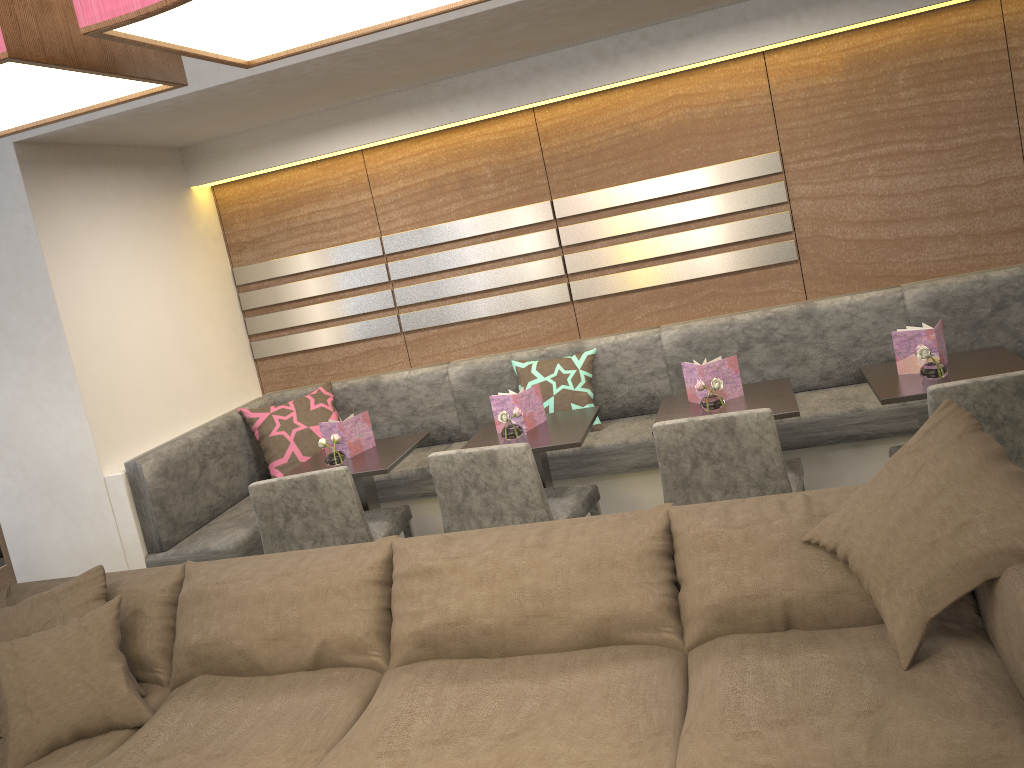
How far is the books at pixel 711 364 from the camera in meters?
3.3

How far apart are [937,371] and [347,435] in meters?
2.3

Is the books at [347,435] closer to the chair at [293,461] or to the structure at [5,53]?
the chair at [293,461]

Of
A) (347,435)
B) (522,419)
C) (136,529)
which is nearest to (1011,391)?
(522,419)

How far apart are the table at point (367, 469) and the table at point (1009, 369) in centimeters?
180cm

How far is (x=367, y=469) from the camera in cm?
348

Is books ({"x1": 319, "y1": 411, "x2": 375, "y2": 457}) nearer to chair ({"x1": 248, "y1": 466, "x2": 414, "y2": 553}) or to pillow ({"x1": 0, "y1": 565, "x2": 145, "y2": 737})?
chair ({"x1": 248, "y1": 466, "x2": 414, "y2": 553})

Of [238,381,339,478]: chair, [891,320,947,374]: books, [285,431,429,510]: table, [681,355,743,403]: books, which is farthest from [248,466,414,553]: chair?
[891,320,947,374]: books

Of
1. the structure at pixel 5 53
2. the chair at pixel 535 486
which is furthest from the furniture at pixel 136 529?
the structure at pixel 5 53

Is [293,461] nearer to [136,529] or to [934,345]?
[136,529]
